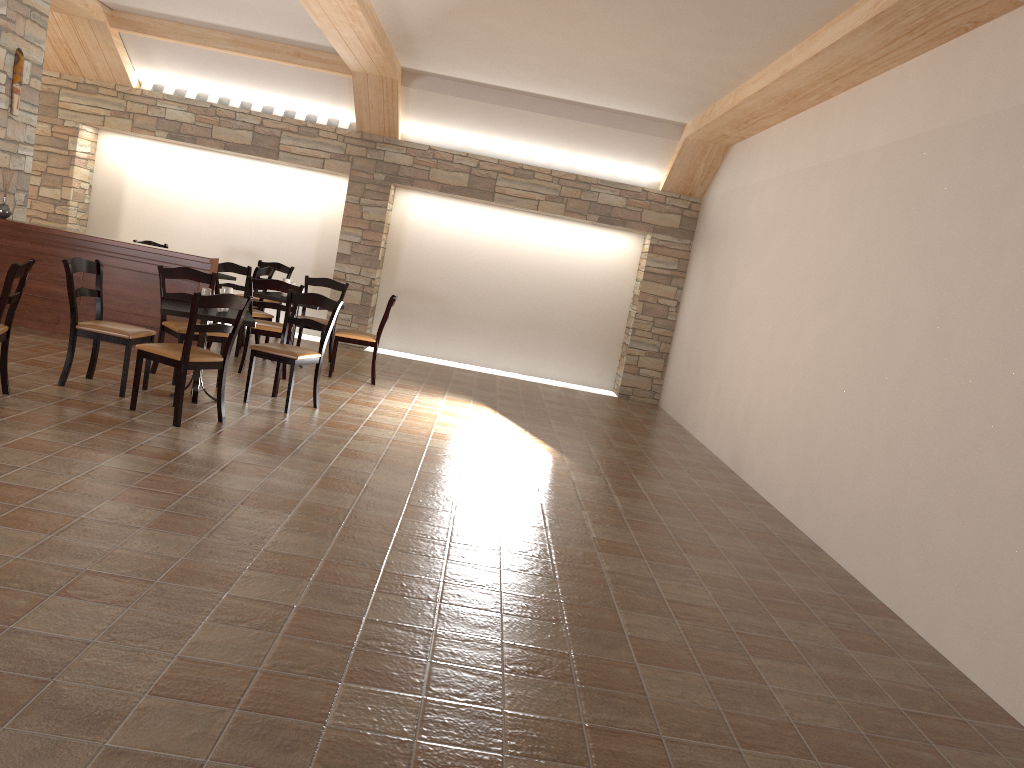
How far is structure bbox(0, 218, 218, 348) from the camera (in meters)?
7.75

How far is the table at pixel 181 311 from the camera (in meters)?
5.84

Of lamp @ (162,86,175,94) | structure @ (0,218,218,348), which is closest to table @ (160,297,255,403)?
structure @ (0,218,218,348)

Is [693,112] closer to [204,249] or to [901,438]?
[901,438]

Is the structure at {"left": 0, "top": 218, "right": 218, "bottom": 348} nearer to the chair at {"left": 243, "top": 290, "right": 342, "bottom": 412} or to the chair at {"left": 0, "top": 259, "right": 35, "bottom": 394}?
the chair at {"left": 243, "top": 290, "right": 342, "bottom": 412}

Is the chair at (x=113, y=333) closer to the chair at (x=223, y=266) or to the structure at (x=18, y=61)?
the chair at (x=223, y=266)

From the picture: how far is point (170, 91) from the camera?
10.37m

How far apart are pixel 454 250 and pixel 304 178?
2.0m

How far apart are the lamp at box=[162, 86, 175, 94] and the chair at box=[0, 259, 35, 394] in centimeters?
582cm

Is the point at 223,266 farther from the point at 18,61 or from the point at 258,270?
the point at 18,61
